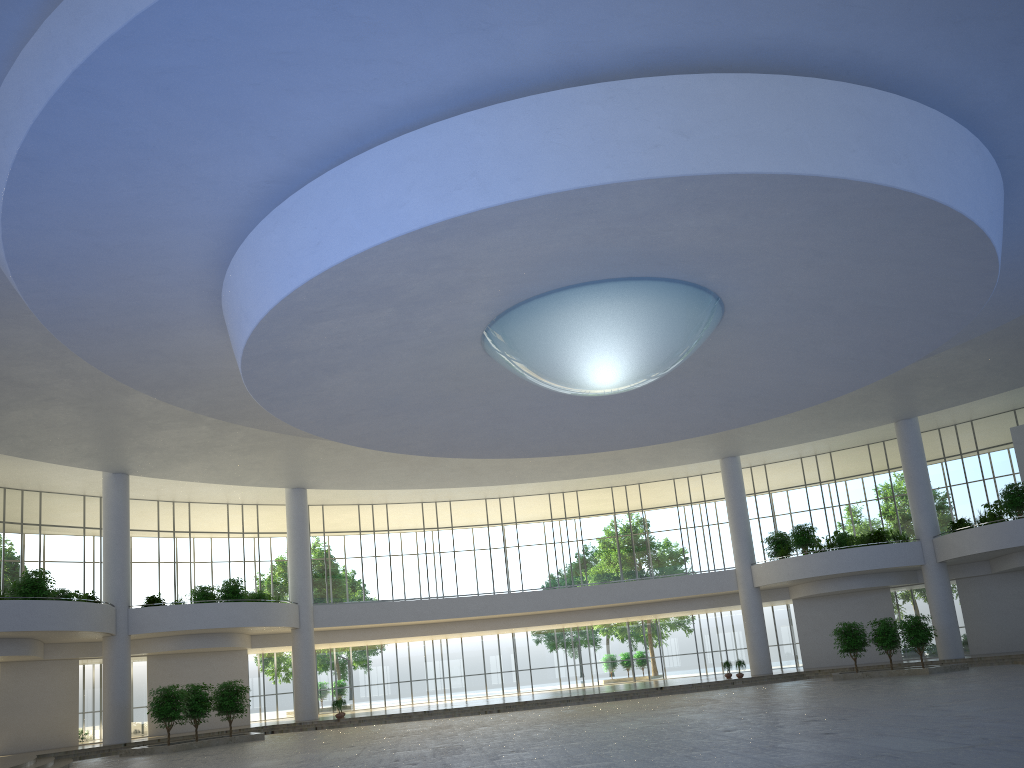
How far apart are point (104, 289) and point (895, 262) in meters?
34.3 m
